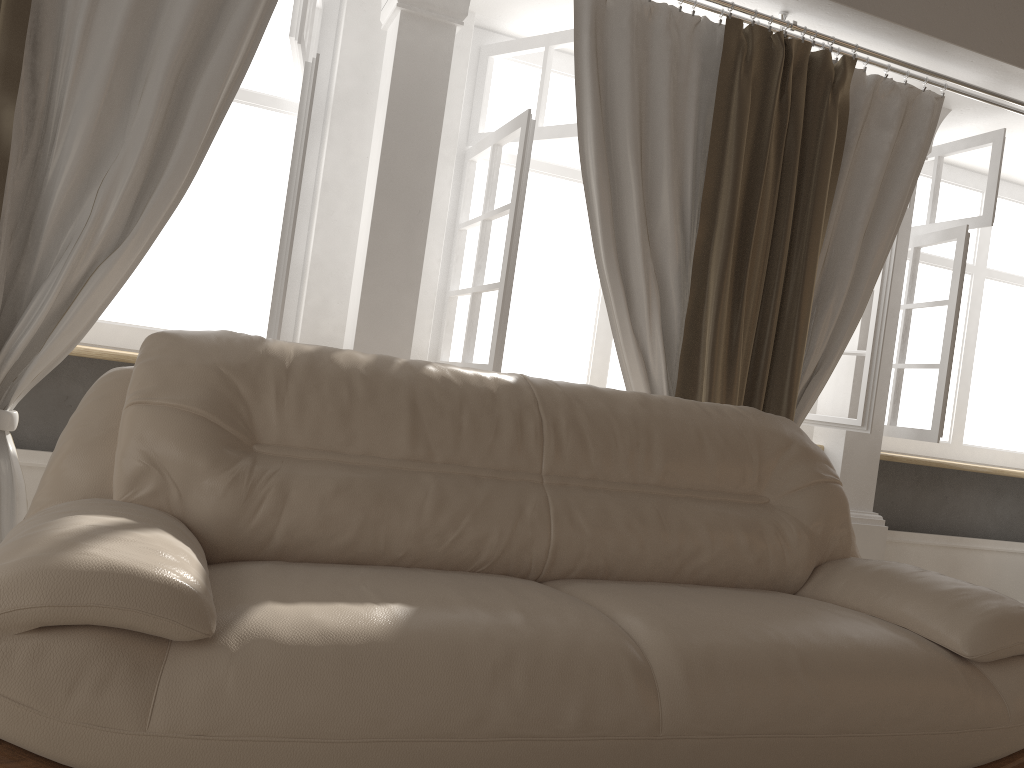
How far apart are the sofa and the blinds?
0.4m

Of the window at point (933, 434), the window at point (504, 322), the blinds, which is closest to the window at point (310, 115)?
the blinds

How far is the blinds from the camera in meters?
2.4 m

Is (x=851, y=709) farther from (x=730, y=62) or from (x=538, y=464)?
(x=730, y=62)

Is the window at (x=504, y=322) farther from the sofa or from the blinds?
the sofa

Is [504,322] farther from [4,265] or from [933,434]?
[933,434]

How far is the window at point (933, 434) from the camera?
3.7m

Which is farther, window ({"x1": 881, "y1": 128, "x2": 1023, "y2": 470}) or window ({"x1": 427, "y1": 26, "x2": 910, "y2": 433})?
window ({"x1": 881, "y1": 128, "x2": 1023, "y2": 470})

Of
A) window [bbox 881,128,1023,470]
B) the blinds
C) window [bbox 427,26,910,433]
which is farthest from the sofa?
window [bbox 881,128,1023,470]

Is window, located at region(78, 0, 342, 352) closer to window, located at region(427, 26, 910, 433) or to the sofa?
window, located at region(427, 26, 910, 433)
